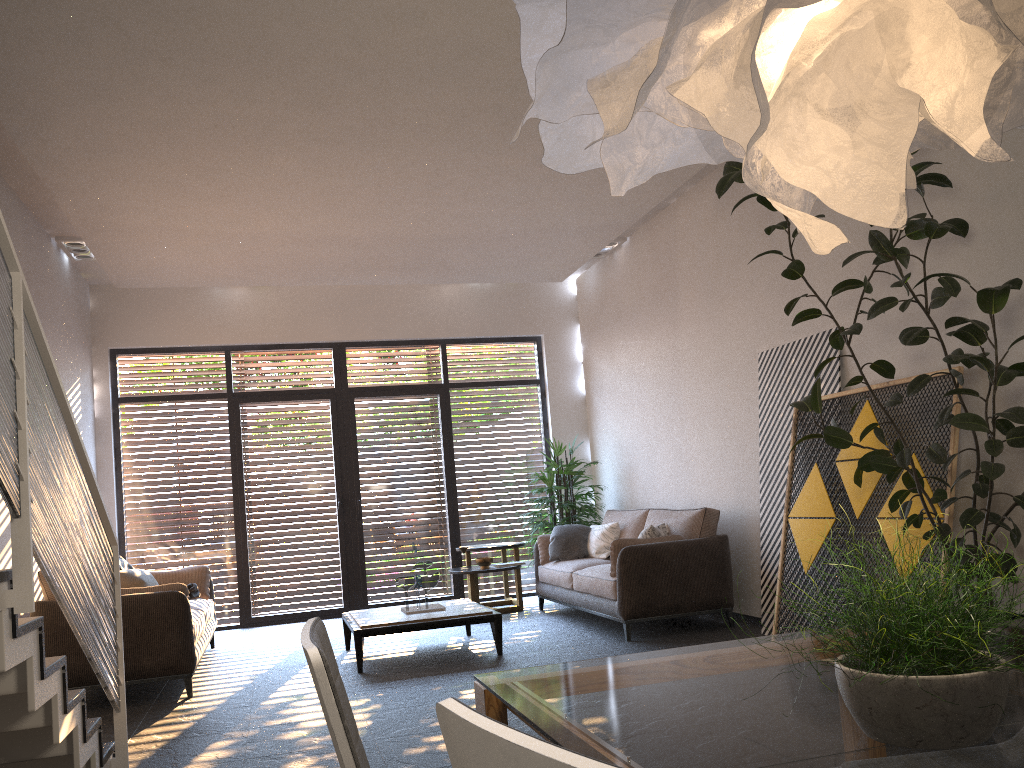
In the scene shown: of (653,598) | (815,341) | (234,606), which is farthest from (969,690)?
(234,606)

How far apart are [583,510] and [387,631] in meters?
3.3 m

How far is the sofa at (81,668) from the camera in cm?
540

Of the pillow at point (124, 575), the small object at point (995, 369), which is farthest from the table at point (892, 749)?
the pillow at point (124, 575)

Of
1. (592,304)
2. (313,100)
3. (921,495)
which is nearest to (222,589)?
(592,304)

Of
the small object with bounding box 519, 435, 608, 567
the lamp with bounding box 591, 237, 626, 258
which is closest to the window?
the small object with bounding box 519, 435, 608, 567

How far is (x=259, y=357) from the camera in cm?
939

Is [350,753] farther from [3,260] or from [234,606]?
[234,606]

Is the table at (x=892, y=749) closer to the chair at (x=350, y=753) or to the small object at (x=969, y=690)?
the small object at (x=969, y=690)

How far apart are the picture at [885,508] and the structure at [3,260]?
3.9 meters
